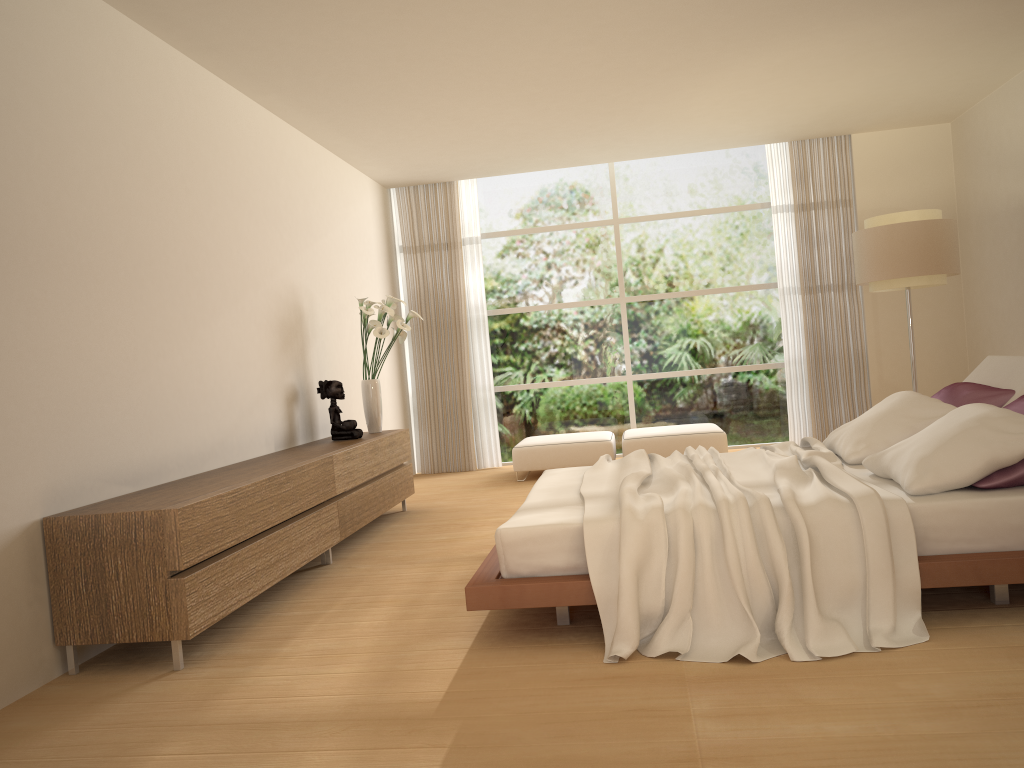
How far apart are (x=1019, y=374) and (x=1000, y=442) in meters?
1.2 m

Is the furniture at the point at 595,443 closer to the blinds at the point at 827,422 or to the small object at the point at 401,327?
the small object at the point at 401,327

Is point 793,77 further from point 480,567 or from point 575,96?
point 480,567

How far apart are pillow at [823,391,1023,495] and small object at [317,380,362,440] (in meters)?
3.26

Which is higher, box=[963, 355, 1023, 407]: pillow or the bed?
box=[963, 355, 1023, 407]: pillow

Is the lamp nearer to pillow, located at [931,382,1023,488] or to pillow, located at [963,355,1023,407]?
pillow, located at [963,355,1023,407]

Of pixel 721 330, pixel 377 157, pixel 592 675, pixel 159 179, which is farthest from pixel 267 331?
pixel 721 330

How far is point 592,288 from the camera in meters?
9.6 m

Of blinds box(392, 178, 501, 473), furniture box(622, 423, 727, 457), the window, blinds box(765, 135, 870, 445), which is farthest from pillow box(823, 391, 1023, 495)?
blinds box(392, 178, 501, 473)

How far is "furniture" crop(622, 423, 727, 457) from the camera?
8.1m
